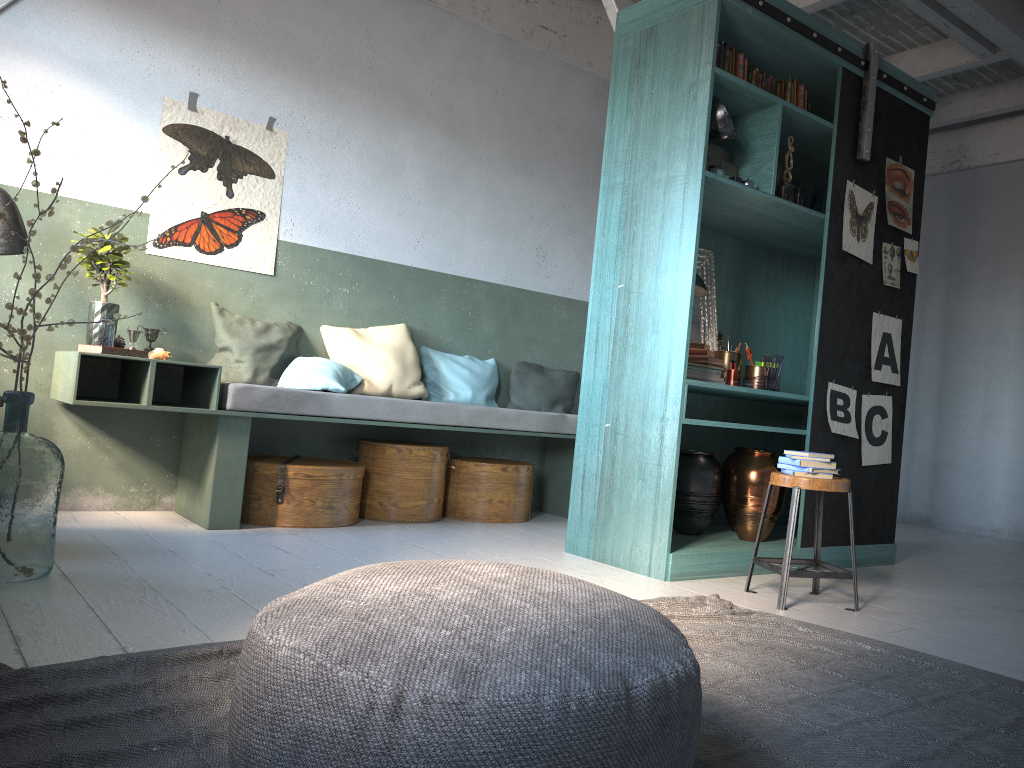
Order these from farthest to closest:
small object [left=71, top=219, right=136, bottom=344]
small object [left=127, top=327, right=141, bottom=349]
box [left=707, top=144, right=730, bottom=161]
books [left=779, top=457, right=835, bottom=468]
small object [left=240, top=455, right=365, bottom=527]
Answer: small object [left=240, top=455, right=365, bottom=527], small object [left=127, top=327, right=141, bottom=349], small object [left=71, top=219, right=136, bottom=344], box [left=707, top=144, right=730, bottom=161], books [left=779, top=457, right=835, bottom=468]

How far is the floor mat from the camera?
2.1m

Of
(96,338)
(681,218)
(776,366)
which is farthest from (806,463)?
(96,338)

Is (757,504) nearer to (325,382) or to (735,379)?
(735,379)

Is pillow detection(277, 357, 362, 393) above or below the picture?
below

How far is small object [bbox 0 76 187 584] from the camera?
3.6 meters

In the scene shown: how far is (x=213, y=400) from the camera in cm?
527

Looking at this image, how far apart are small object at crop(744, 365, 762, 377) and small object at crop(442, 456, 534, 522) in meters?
1.9 m

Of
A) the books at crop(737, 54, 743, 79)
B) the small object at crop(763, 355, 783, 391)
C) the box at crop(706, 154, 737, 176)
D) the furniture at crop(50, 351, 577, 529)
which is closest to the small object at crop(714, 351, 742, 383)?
the small object at crop(763, 355, 783, 391)

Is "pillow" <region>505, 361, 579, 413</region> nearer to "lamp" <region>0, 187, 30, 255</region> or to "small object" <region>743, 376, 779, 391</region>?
"small object" <region>743, 376, 779, 391</region>
